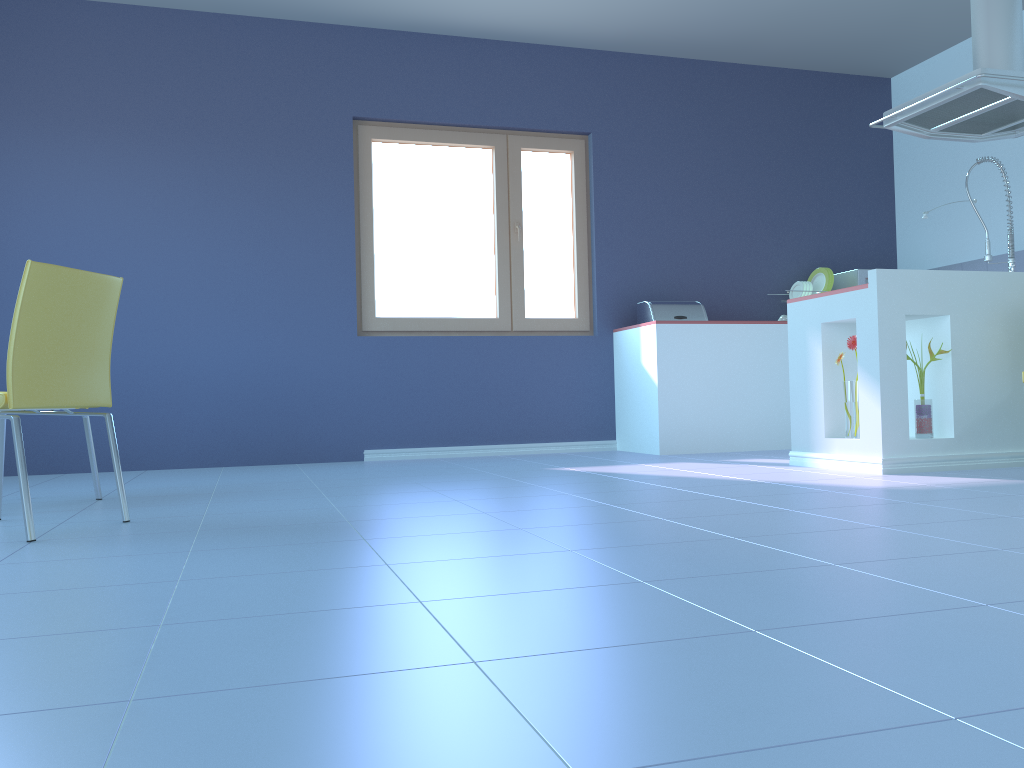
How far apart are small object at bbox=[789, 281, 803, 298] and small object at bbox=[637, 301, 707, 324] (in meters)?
0.78

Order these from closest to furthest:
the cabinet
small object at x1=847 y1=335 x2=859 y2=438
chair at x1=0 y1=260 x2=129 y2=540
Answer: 1. chair at x1=0 y1=260 x2=129 y2=540
2. the cabinet
3. small object at x1=847 y1=335 x2=859 y2=438

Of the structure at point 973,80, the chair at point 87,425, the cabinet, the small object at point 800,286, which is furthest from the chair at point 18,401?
the small object at point 800,286

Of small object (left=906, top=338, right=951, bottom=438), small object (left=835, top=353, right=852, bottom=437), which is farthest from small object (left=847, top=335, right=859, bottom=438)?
small object (left=906, top=338, right=951, bottom=438)

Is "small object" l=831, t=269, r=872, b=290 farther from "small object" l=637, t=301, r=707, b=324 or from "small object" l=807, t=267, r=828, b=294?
"small object" l=637, t=301, r=707, b=324

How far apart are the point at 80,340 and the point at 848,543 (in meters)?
2.00

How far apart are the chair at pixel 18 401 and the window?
2.6 meters

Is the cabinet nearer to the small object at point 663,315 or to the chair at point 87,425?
the small object at point 663,315

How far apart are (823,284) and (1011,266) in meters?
1.1

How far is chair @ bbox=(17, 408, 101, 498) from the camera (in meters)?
3.15
